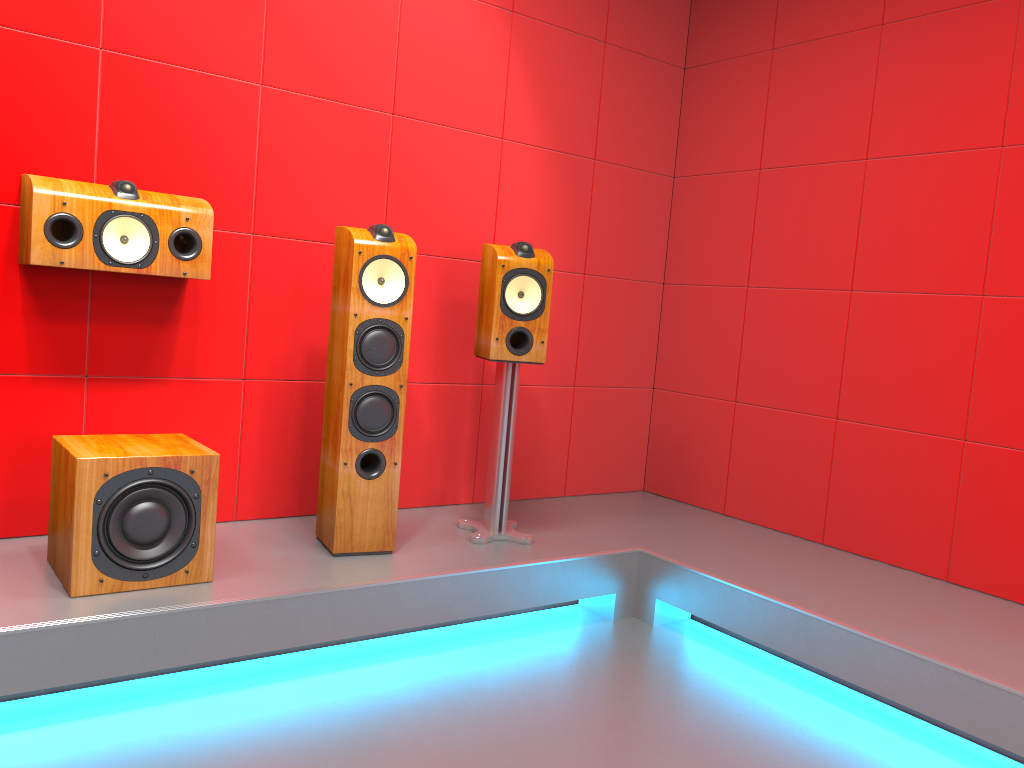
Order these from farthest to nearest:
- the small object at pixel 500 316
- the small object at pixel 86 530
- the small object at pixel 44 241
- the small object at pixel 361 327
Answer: the small object at pixel 500 316 → the small object at pixel 361 327 → the small object at pixel 44 241 → the small object at pixel 86 530

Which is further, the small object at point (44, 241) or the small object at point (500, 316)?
the small object at point (500, 316)

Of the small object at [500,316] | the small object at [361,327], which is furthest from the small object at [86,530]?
the small object at [500,316]

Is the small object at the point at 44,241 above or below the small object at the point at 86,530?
above

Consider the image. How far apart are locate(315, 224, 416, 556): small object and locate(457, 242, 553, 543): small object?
0.34m

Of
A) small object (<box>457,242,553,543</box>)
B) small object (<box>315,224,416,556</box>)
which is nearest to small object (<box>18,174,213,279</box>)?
small object (<box>315,224,416,556</box>)

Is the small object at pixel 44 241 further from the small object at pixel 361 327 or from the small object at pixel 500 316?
the small object at pixel 500 316

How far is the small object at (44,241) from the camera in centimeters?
245cm

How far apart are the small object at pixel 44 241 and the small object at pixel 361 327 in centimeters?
39cm

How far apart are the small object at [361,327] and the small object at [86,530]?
0.4 meters
